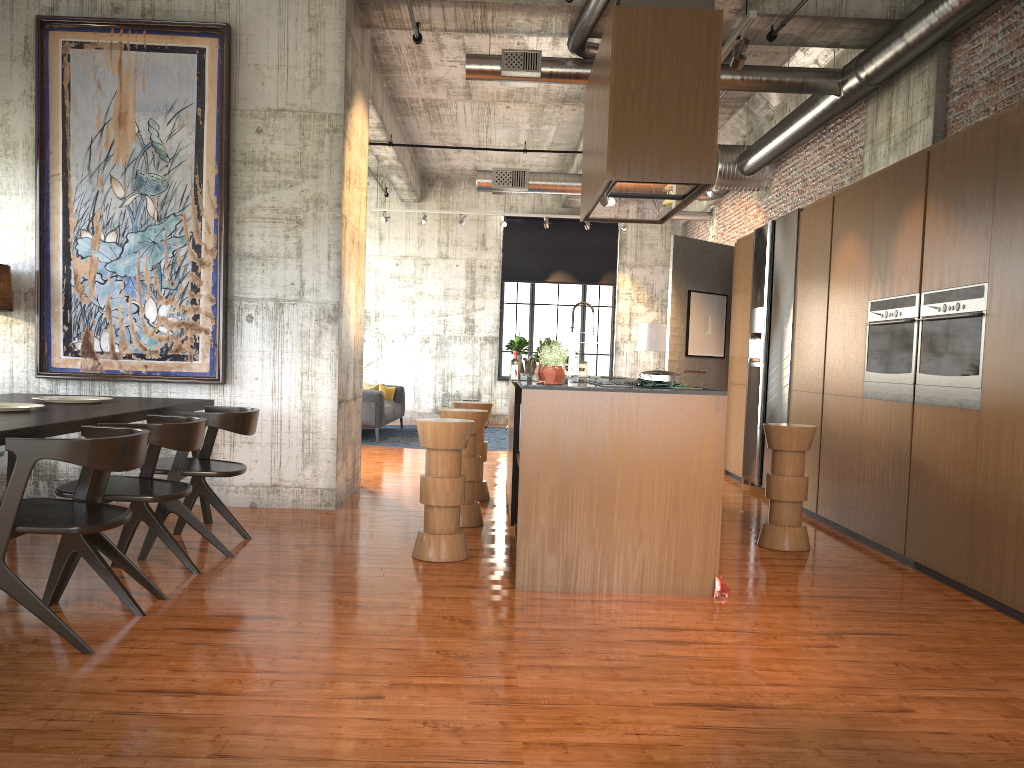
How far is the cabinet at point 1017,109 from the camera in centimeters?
527cm

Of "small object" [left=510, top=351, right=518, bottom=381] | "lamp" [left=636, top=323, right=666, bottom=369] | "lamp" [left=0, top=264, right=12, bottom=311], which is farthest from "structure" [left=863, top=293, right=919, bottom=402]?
"lamp" [left=636, top=323, right=666, bottom=369]

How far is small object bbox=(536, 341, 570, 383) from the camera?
5.7m

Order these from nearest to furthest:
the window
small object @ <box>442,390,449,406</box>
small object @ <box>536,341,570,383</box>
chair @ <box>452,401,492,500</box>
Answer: small object @ <box>536,341,570,383</box> < chair @ <box>452,401,492,500</box> < small object @ <box>442,390,449,406</box> < the window

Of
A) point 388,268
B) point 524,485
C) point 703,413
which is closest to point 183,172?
point 524,485

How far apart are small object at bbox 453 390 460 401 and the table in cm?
1151

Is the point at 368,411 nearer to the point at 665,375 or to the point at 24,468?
the point at 665,375

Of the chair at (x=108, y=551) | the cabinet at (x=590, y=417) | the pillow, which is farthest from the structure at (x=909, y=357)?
the pillow

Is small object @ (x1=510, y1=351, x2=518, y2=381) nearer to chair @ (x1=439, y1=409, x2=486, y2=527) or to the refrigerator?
chair @ (x1=439, y1=409, x2=486, y2=527)

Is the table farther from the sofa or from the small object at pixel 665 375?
the sofa
